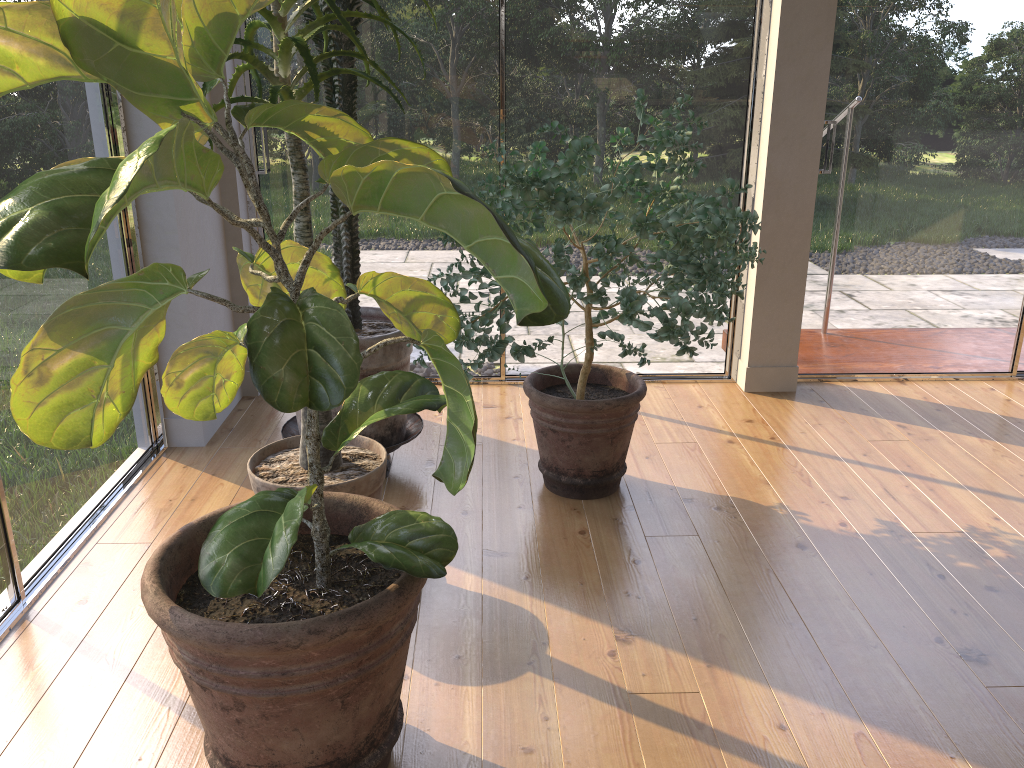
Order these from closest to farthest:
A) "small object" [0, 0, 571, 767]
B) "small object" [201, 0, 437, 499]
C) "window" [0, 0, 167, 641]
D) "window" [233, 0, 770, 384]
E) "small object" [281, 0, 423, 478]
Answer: "small object" [0, 0, 571, 767], "small object" [201, 0, 437, 499], "window" [0, 0, 167, 641], "small object" [281, 0, 423, 478], "window" [233, 0, 770, 384]

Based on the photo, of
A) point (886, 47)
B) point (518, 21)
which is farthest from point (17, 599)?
point (886, 47)

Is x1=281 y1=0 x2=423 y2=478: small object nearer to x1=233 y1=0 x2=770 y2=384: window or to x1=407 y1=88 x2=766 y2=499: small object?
x1=407 y1=88 x2=766 y2=499: small object

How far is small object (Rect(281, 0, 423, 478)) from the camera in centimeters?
249cm

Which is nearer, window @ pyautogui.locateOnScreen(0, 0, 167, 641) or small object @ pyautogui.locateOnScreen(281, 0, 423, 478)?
window @ pyautogui.locateOnScreen(0, 0, 167, 641)

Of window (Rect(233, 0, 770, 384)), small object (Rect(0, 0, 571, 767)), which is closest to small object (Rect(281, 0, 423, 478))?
window (Rect(233, 0, 770, 384))

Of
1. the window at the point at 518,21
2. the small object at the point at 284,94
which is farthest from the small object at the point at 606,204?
the window at the point at 518,21

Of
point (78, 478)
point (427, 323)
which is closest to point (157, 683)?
point (78, 478)

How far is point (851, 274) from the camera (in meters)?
3.62

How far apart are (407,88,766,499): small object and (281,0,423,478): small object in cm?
17
